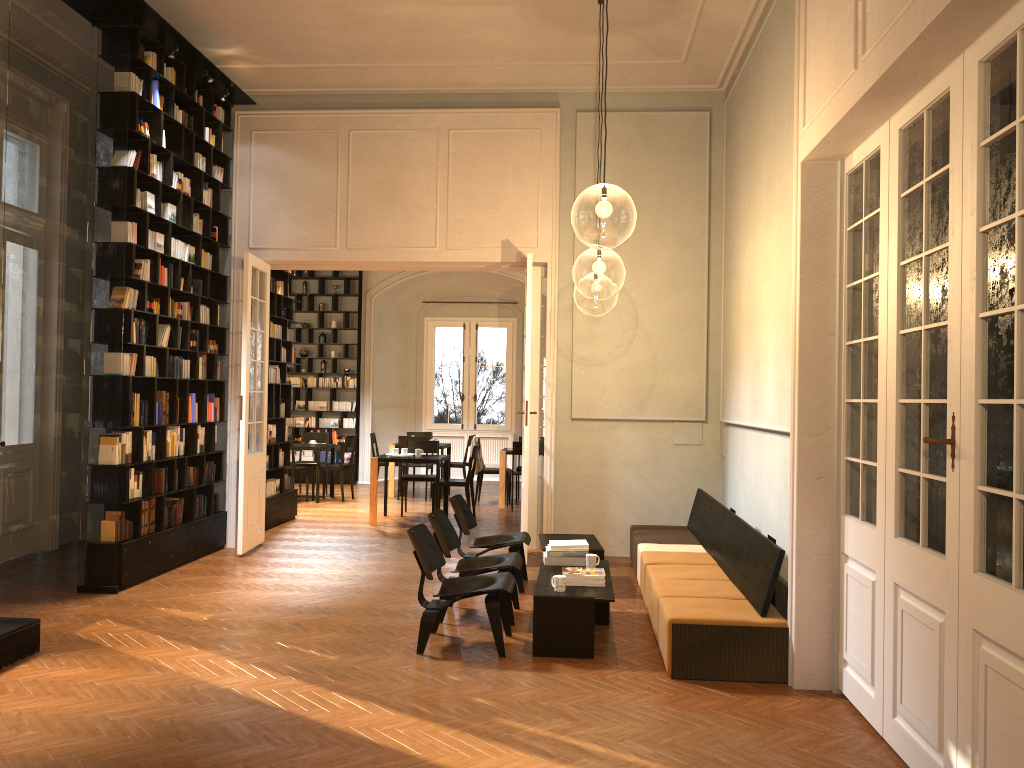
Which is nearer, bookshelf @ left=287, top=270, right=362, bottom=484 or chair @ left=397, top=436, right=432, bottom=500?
chair @ left=397, top=436, right=432, bottom=500

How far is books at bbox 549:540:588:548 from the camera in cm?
706

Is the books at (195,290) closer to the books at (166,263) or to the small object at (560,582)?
the books at (166,263)

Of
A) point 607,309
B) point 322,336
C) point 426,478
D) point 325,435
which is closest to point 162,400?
point 426,478

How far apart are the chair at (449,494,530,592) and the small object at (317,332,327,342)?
9.66m

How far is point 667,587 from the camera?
6.4m

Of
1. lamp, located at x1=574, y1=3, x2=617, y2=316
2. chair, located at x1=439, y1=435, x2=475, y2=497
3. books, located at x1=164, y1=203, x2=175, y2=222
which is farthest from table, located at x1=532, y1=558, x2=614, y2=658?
lamp, located at x1=574, y1=3, x2=617, y2=316

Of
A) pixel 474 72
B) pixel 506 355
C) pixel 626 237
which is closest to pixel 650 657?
pixel 626 237

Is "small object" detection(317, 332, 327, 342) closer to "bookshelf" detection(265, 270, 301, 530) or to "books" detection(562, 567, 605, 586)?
"bookshelf" detection(265, 270, 301, 530)

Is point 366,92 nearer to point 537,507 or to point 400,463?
point 537,507
